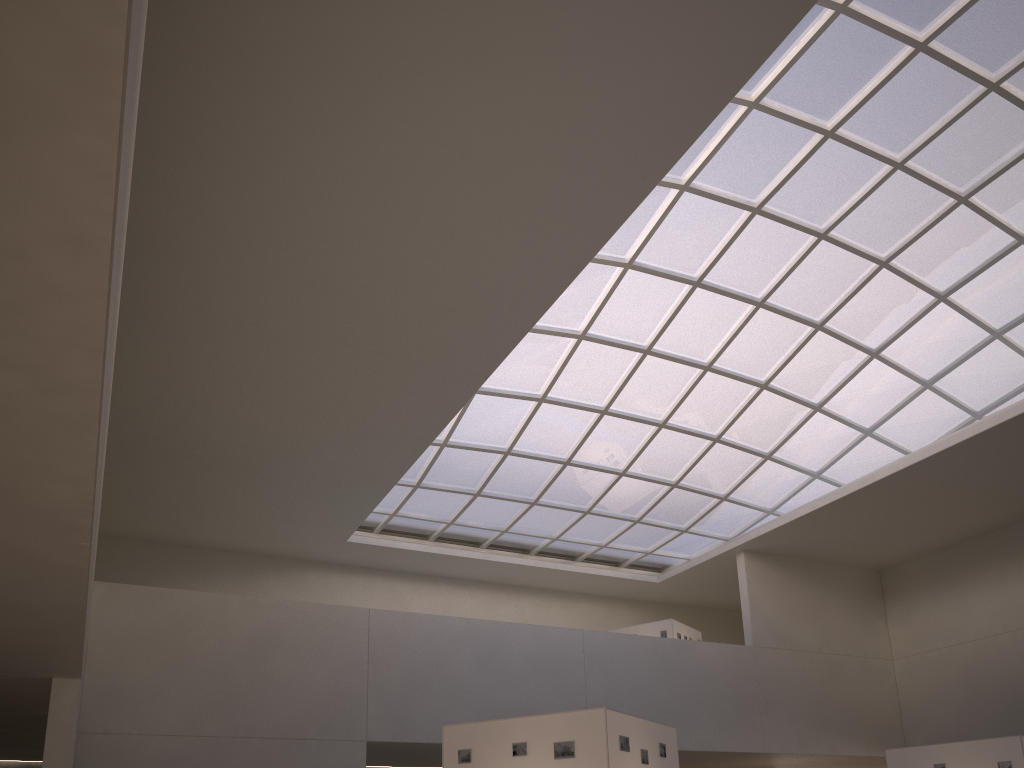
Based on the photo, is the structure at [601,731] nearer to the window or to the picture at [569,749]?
the picture at [569,749]

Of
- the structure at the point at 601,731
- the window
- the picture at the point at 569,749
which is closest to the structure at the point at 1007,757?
the structure at the point at 601,731

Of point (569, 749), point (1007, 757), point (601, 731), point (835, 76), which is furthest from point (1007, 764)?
point (835, 76)

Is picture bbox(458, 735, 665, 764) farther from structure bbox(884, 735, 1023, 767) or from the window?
the window

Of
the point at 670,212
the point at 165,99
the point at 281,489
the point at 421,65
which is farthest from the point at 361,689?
the point at 421,65

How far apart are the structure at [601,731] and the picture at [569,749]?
0.1 meters

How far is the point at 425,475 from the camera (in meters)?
48.40

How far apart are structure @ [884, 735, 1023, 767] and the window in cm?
2110

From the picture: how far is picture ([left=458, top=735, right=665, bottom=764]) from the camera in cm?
1883

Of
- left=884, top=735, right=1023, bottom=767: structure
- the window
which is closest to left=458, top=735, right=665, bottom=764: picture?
left=884, top=735, right=1023, bottom=767: structure
